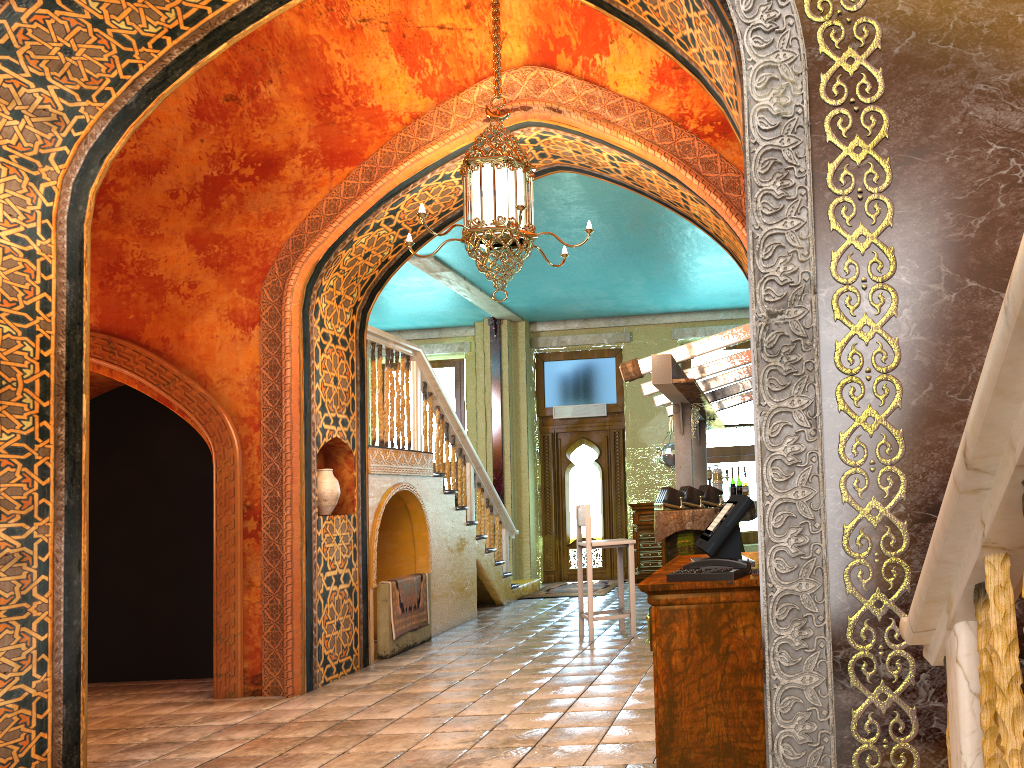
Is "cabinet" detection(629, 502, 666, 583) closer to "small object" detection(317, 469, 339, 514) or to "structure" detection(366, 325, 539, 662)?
"structure" detection(366, 325, 539, 662)

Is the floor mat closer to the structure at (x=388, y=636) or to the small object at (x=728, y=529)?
the structure at (x=388, y=636)

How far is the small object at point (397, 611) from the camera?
8.40m

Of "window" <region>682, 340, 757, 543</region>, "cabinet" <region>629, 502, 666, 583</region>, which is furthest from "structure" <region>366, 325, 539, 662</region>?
"window" <region>682, 340, 757, 543</region>

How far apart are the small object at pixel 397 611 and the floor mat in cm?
375

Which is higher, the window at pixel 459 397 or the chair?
the window at pixel 459 397

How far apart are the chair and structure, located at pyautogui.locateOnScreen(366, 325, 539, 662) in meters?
1.7

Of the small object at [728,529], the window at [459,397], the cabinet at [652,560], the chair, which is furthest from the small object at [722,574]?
the window at [459,397]

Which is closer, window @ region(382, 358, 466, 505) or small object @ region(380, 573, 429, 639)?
small object @ region(380, 573, 429, 639)

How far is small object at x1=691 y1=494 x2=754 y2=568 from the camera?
3.50m
